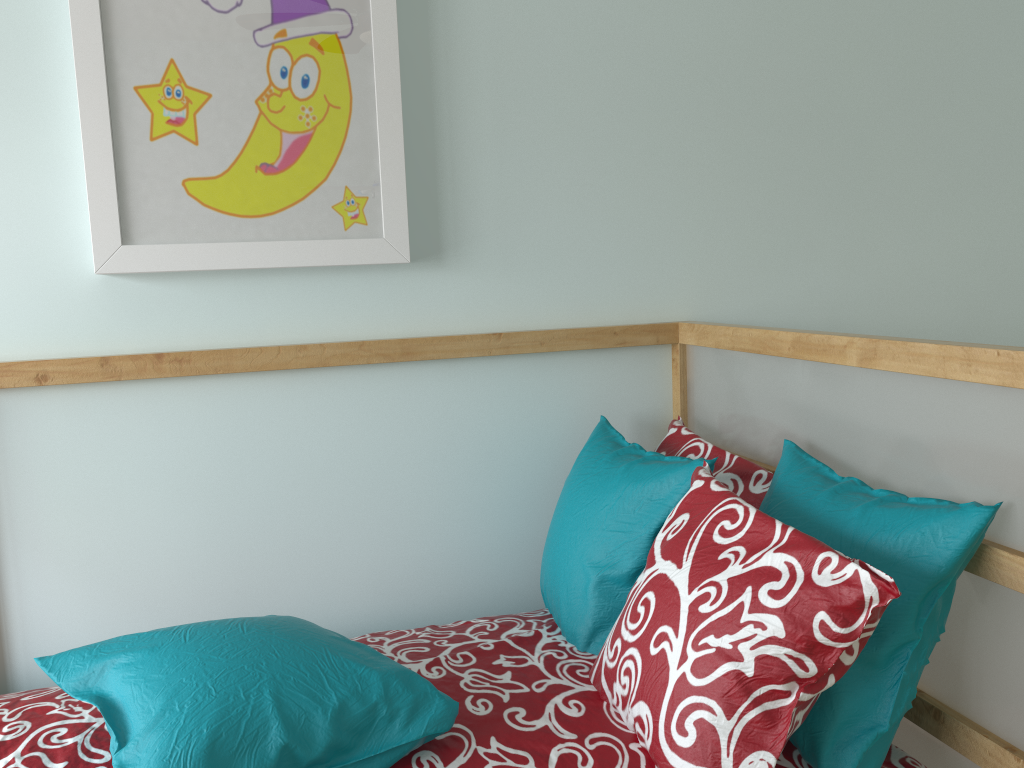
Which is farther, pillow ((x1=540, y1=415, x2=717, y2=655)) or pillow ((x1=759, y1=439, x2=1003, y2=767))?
pillow ((x1=540, y1=415, x2=717, y2=655))

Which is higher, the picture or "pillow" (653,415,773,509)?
the picture

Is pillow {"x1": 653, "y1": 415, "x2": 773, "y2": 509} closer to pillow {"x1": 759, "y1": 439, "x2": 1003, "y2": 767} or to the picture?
pillow {"x1": 759, "y1": 439, "x2": 1003, "y2": 767}

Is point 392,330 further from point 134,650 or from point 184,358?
point 134,650

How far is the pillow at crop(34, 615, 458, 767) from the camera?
0.92m

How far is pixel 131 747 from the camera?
0.92m

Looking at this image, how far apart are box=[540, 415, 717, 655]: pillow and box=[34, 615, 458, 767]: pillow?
0.31m

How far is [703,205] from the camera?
1.7 meters

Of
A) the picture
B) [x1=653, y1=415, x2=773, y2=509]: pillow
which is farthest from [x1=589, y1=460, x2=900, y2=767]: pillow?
the picture

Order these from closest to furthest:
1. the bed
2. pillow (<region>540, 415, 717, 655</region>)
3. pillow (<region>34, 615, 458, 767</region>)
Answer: pillow (<region>34, 615, 458, 767</region>) < the bed < pillow (<region>540, 415, 717, 655</region>)
